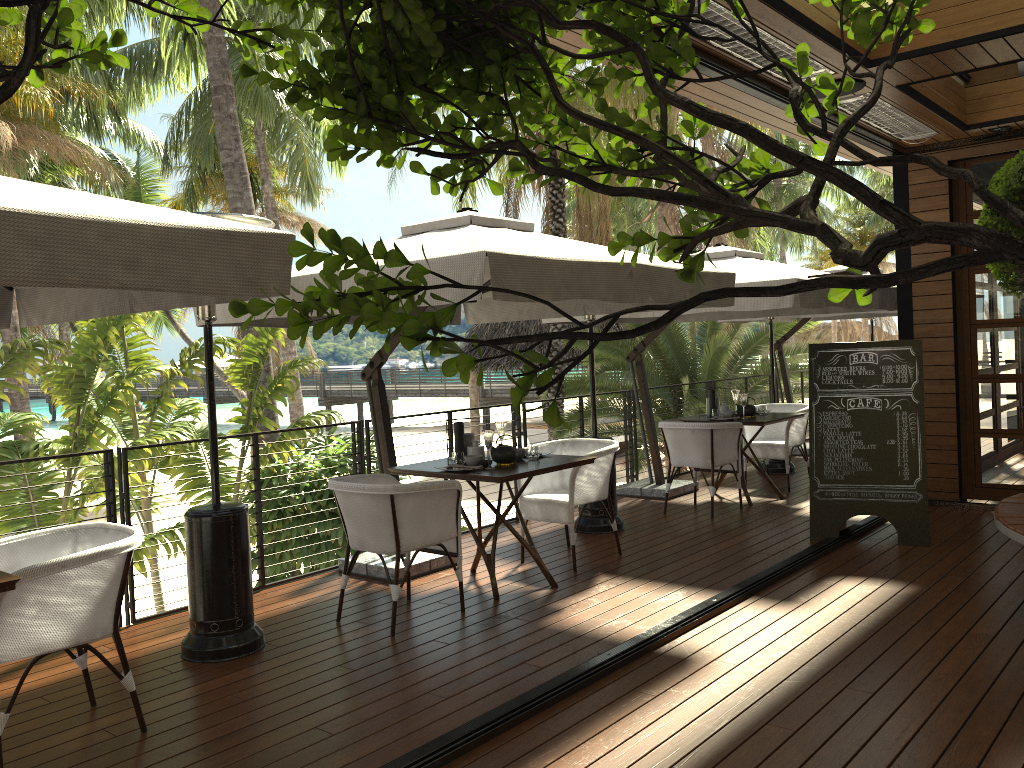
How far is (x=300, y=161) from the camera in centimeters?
2318cm

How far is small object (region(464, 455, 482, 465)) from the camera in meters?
5.3

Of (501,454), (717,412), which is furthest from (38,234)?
(717,412)

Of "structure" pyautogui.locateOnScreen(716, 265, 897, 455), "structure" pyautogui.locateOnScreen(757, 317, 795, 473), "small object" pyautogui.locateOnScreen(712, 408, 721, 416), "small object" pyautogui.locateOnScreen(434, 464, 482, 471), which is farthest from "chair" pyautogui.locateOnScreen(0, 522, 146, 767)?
"structure" pyautogui.locateOnScreen(716, 265, 897, 455)

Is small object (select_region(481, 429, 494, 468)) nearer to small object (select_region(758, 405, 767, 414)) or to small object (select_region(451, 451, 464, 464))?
small object (select_region(451, 451, 464, 464))

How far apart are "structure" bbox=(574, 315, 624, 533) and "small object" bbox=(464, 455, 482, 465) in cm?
186

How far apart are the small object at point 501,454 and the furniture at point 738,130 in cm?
425

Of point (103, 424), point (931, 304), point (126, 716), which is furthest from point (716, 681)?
point (103, 424)

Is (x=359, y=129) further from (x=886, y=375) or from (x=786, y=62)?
(x=886, y=375)

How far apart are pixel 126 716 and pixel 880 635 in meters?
3.4
